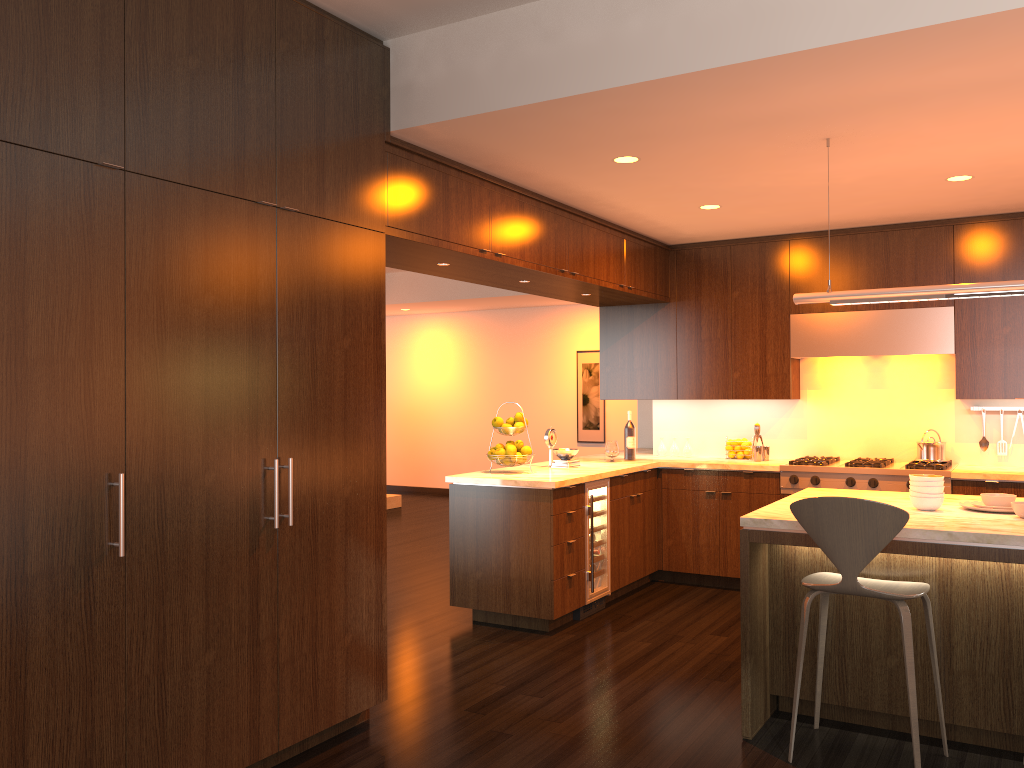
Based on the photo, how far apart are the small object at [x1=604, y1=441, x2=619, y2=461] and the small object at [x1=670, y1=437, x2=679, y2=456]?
0.8m

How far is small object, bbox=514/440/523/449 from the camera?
5.7 meters

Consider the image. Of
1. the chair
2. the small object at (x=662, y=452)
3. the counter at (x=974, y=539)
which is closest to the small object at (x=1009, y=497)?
the counter at (x=974, y=539)

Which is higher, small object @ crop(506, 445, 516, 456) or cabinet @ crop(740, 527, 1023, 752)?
small object @ crop(506, 445, 516, 456)

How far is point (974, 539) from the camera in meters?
3.2 m

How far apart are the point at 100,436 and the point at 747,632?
2.6 meters

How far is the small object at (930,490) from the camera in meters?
3.8 m

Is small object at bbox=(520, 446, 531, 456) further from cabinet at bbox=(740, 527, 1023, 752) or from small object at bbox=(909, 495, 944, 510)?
small object at bbox=(909, 495, 944, 510)

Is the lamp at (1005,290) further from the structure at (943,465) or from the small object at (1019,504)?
the structure at (943,465)

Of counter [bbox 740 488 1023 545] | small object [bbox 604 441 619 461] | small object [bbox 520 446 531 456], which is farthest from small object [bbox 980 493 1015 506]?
small object [bbox 604 441 619 461]
